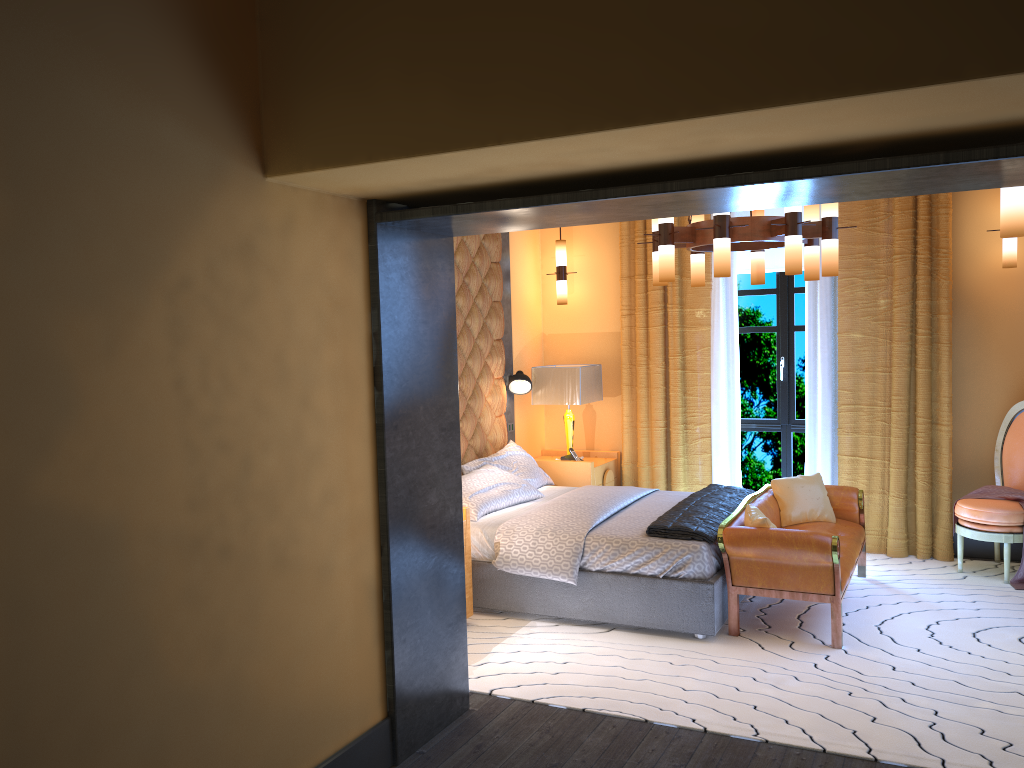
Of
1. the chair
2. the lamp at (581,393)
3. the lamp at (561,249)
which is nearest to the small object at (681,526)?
the lamp at (581,393)

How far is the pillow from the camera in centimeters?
494cm

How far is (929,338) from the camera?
6.2m

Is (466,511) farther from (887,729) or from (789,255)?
(887,729)

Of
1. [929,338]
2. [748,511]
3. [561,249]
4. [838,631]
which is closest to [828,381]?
[929,338]

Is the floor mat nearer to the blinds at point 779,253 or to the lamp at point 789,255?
the lamp at point 789,255

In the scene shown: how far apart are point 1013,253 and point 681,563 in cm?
325

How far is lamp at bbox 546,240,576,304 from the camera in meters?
7.3

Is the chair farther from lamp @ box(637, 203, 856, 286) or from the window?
lamp @ box(637, 203, 856, 286)

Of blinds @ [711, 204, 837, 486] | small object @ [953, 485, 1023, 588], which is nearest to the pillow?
blinds @ [711, 204, 837, 486]
